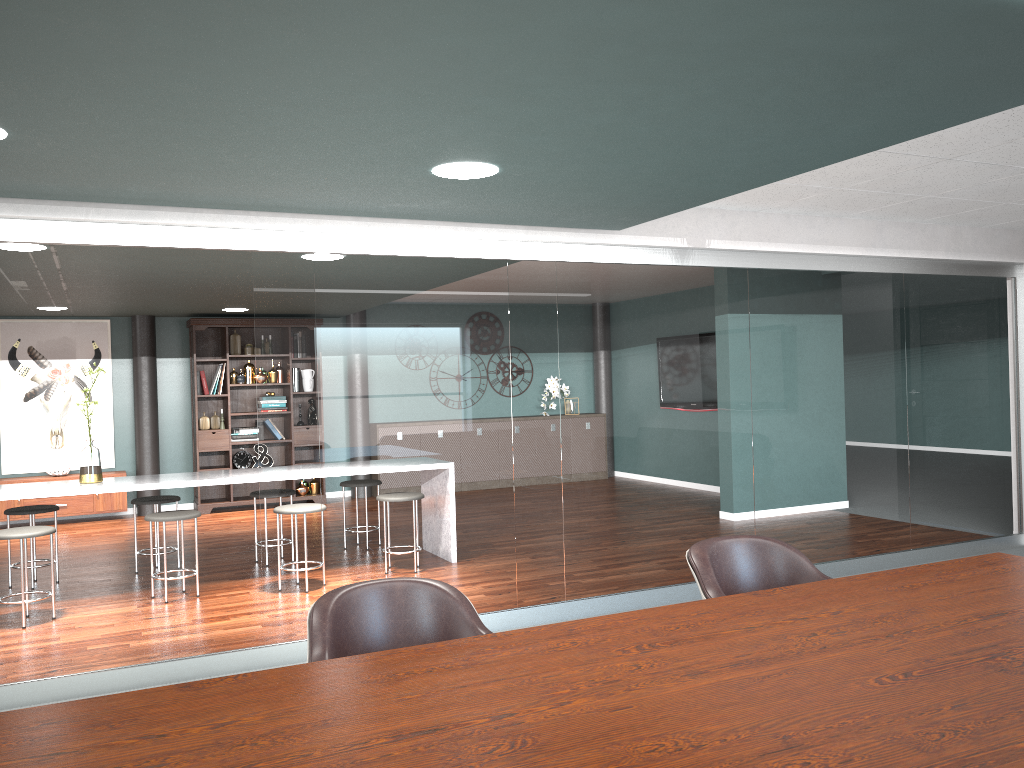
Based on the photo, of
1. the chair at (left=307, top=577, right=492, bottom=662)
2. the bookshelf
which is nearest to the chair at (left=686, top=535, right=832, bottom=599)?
the chair at (left=307, top=577, right=492, bottom=662)

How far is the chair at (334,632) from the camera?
2.06m

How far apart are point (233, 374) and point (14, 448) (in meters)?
2.17

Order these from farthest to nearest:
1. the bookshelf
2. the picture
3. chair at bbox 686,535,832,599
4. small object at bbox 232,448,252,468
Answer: small object at bbox 232,448,252,468 < the bookshelf < the picture < chair at bbox 686,535,832,599

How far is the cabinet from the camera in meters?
8.5 m

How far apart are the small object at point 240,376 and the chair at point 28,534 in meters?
3.2

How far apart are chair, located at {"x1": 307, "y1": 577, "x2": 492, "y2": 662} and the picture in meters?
7.8

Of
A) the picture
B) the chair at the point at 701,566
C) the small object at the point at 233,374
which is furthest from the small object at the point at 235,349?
the chair at the point at 701,566

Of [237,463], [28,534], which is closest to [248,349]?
[237,463]

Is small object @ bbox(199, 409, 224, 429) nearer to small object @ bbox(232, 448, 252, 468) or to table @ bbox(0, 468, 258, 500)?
small object @ bbox(232, 448, 252, 468)
